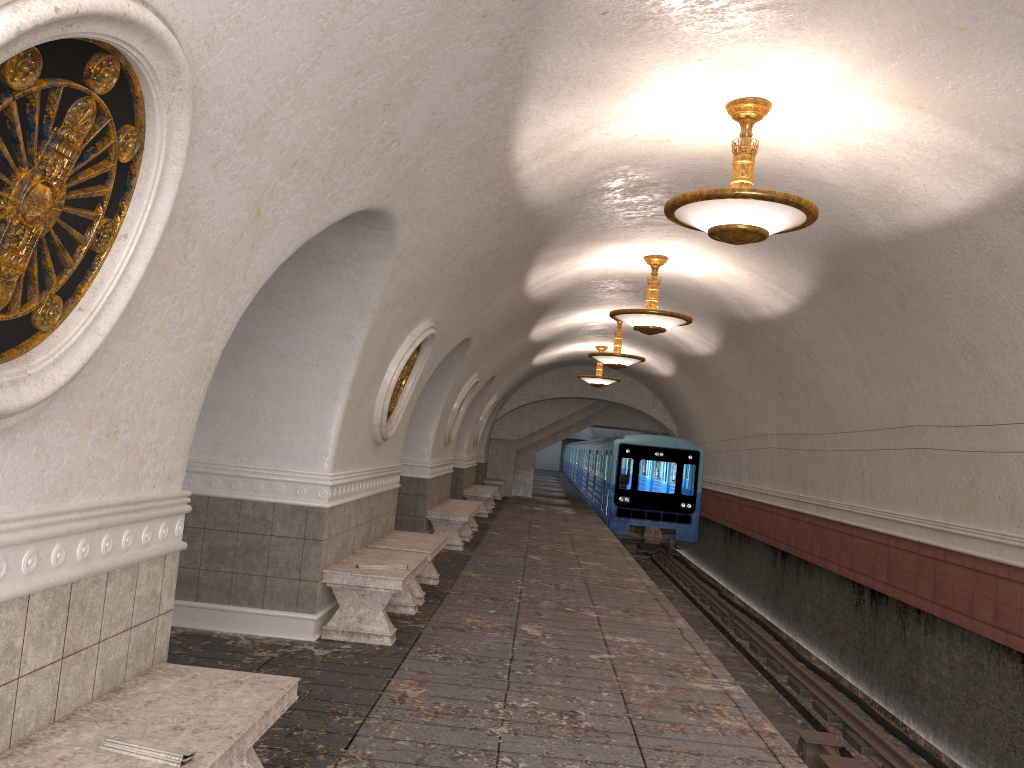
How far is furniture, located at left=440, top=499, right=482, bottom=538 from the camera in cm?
1474

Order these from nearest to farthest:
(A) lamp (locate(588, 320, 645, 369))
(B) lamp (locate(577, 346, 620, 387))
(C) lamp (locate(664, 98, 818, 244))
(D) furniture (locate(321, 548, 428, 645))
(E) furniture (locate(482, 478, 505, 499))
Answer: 1. (C) lamp (locate(664, 98, 818, 244))
2. (D) furniture (locate(321, 548, 428, 645))
3. (A) lamp (locate(588, 320, 645, 369))
4. (B) lamp (locate(577, 346, 620, 387))
5. (E) furniture (locate(482, 478, 505, 499))

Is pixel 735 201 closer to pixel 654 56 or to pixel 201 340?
pixel 654 56

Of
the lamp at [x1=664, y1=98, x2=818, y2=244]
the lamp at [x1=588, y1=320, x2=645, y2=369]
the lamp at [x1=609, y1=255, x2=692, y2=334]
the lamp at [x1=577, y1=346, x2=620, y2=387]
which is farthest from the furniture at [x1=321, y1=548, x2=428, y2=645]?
the lamp at [x1=577, y1=346, x2=620, y2=387]

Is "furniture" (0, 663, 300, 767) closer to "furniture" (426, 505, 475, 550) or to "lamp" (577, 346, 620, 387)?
"furniture" (426, 505, 475, 550)

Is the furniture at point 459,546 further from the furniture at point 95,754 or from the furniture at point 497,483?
the furniture at point 497,483

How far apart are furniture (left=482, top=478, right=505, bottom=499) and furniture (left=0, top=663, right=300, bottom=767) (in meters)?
21.13

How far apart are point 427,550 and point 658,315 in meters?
4.0

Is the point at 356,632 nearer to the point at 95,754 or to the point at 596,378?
the point at 95,754

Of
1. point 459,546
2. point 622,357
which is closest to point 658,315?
point 459,546
